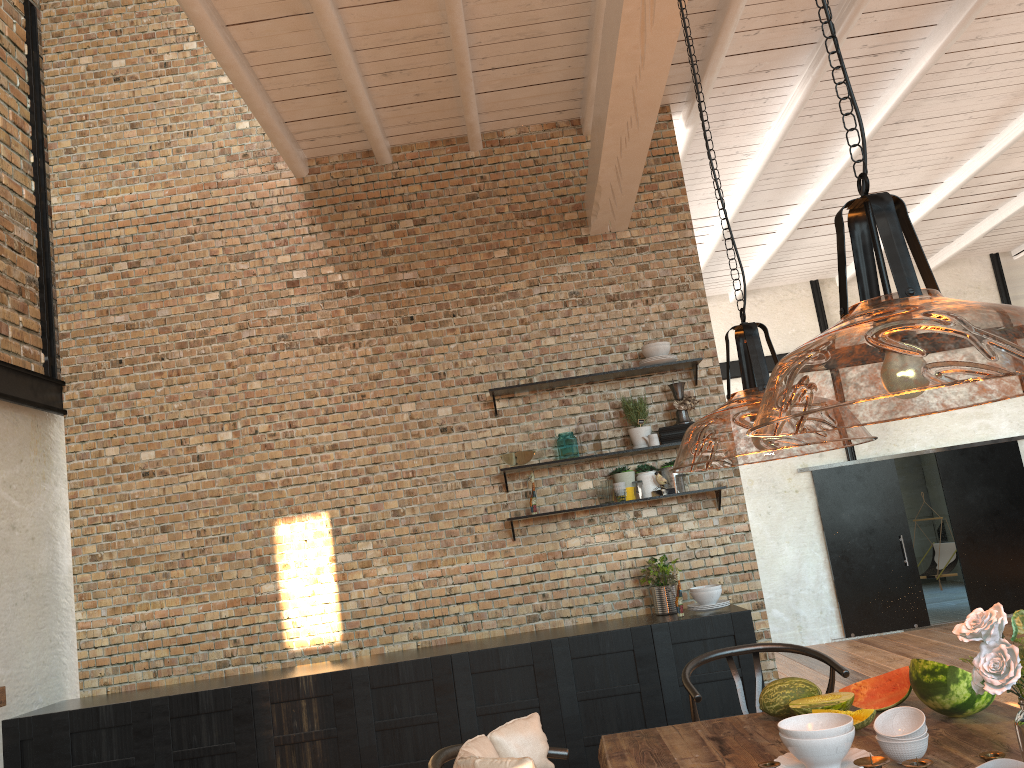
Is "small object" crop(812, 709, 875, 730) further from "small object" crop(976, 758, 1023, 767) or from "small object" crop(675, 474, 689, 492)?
"small object" crop(675, 474, 689, 492)

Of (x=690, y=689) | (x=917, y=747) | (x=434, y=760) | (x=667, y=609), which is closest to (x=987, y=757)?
(x=917, y=747)

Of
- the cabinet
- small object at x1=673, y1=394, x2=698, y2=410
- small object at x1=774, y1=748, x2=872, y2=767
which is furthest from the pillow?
small object at x1=673, y1=394, x2=698, y2=410

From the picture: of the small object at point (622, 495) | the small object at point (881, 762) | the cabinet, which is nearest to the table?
the small object at point (881, 762)

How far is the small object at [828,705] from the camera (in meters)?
2.67

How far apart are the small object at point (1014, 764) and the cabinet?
3.22m

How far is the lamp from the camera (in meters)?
1.75

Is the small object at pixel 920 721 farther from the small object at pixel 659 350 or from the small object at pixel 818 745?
the small object at pixel 659 350

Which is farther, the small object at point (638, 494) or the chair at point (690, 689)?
the small object at point (638, 494)

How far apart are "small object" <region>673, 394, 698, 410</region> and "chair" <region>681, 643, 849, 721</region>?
2.12m
